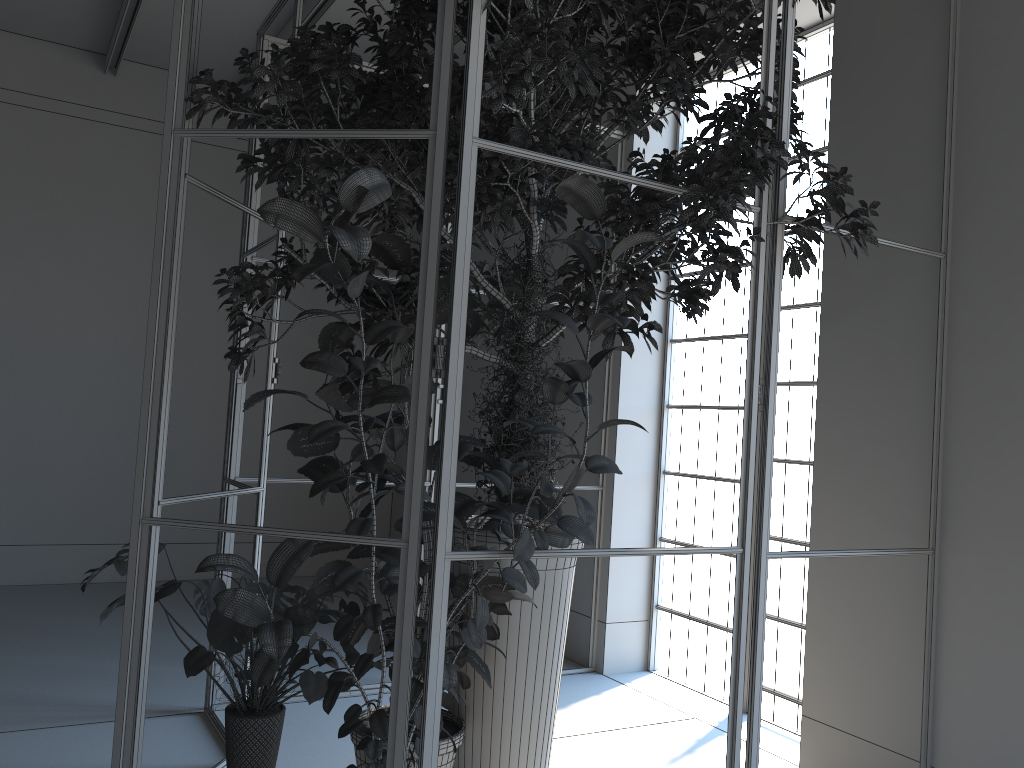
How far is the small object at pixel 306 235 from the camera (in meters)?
2.20

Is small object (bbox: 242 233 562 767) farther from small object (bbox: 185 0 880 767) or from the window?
the window

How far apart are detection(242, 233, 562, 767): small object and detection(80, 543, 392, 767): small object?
0.0m

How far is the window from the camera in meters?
4.7

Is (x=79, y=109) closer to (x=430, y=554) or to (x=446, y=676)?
(x=430, y=554)

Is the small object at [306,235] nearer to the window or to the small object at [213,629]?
the small object at [213,629]

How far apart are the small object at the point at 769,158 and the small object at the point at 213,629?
0.36m

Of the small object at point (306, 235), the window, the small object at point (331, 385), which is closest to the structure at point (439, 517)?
the small object at point (306, 235)

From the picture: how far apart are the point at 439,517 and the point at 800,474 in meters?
2.9 m

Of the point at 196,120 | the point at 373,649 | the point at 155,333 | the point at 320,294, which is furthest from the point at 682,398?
the point at 196,120
